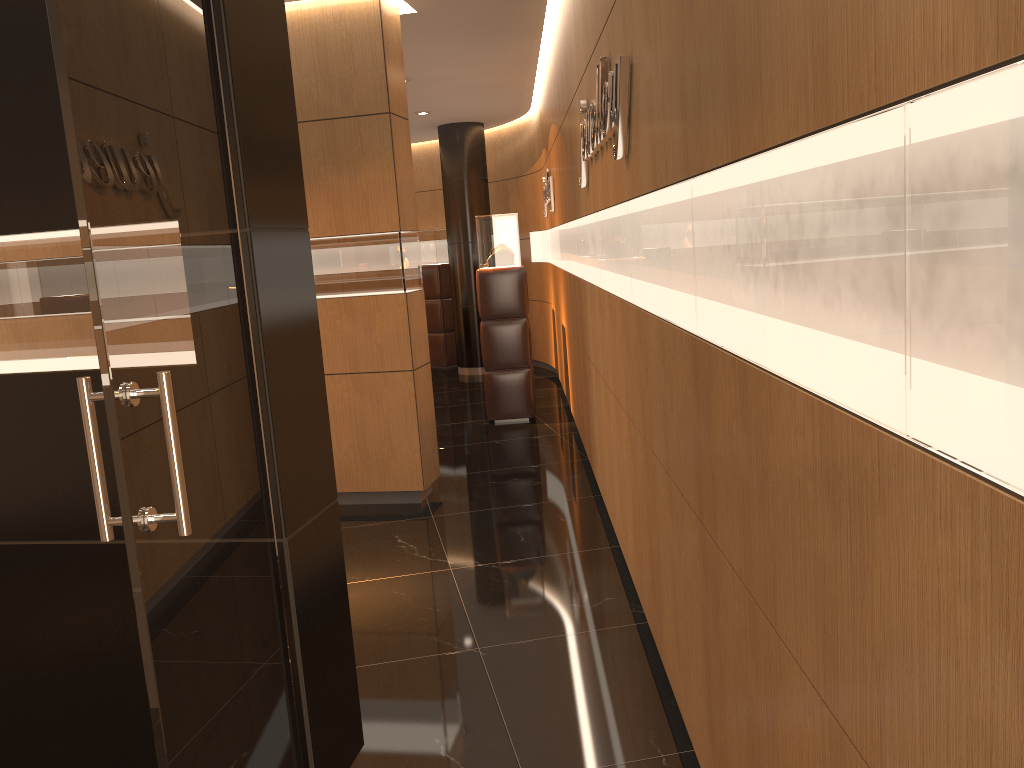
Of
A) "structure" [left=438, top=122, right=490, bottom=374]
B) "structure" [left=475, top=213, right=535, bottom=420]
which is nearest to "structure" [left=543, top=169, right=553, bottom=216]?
"structure" [left=475, top=213, right=535, bottom=420]

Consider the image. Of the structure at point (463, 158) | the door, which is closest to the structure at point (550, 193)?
the structure at point (463, 158)

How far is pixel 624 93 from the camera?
3.12m

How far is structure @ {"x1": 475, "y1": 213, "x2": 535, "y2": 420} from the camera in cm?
838

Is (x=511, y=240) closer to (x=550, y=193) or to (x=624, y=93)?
(x=550, y=193)

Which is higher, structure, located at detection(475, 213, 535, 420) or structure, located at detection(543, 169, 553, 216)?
structure, located at detection(543, 169, 553, 216)

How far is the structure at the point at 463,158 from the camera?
11.5 meters

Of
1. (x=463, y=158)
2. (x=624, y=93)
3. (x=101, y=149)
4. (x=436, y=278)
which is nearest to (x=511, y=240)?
(x=463, y=158)

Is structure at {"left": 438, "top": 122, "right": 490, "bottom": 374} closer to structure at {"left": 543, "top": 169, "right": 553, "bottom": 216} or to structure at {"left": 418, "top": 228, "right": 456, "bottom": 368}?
structure at {"left": 418, "top": 228, "right": 456, "bottom": 368}

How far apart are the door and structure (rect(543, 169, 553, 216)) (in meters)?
6.42
